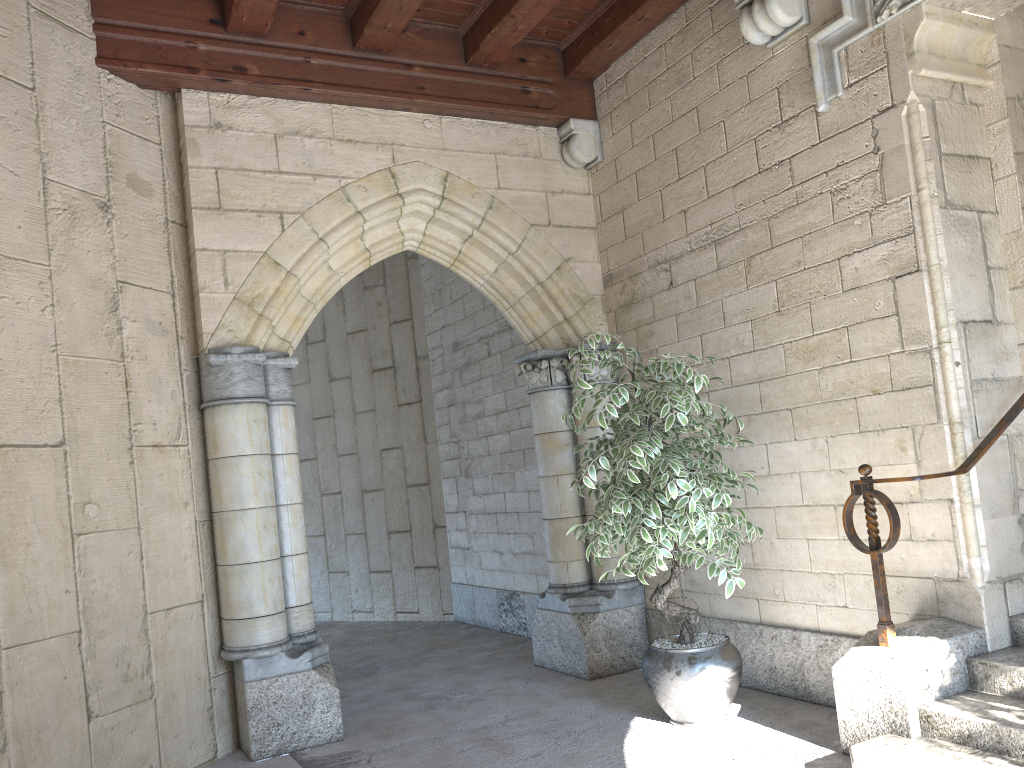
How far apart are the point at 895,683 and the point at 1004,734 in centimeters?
34cm

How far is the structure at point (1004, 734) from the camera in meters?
2.5

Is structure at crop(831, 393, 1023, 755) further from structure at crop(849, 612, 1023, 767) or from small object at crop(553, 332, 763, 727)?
small object at crop(553, 332, 763, 727)

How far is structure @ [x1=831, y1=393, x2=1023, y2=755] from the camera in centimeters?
280cm

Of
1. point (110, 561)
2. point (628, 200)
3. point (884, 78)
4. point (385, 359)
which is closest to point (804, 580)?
point (884, 78)

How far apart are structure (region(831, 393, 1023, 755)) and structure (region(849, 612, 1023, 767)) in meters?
0.0

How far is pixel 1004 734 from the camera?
2.5m

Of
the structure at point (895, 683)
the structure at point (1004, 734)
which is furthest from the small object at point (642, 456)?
the structure at point (1004, 734)

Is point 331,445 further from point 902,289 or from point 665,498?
point 902,289

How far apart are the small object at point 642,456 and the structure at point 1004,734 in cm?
65
